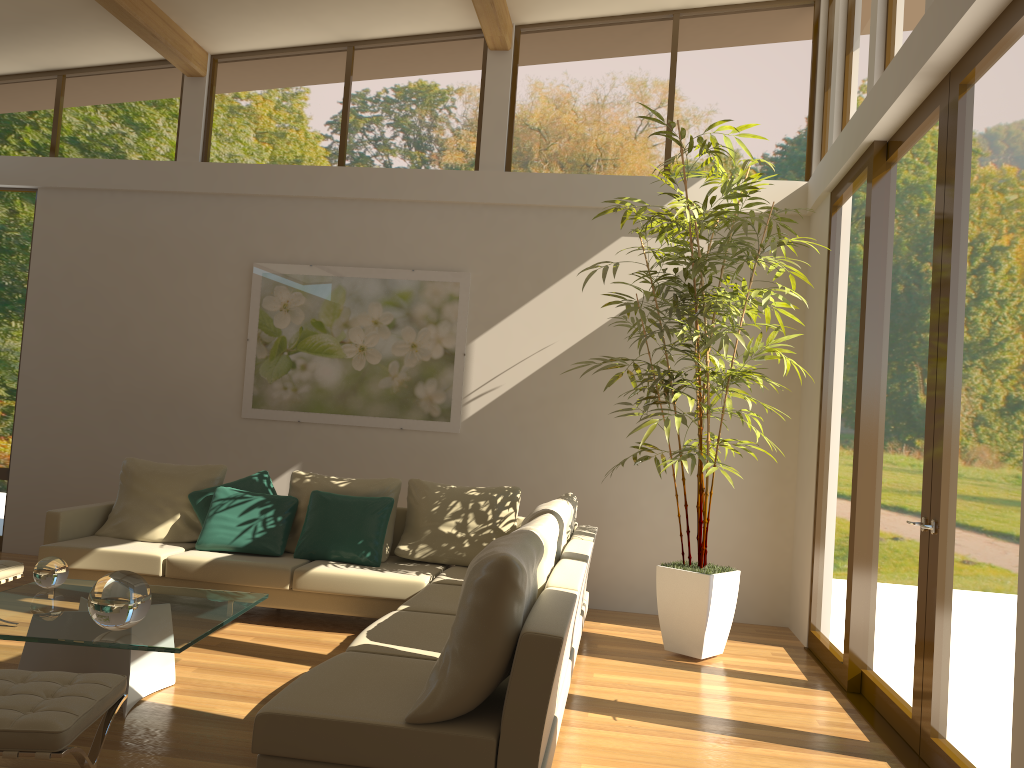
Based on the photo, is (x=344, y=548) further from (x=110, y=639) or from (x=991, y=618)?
(x=991, y=618)

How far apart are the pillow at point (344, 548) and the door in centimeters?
300cm

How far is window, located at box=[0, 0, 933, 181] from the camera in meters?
6.9 m

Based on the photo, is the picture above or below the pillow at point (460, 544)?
above

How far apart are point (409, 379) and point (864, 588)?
3.7m

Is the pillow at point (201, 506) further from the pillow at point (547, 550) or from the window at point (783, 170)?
the pillow at point (547, 550)

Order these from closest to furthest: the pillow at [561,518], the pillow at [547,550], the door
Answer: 1. the door
2. the pillow at [547,550]
3. the pillow at [561,518]

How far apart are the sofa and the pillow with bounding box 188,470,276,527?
0.2m

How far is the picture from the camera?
7.08m

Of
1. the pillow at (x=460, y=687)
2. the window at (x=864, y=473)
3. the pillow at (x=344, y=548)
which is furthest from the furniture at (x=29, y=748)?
the window at (x=864, y=473)
